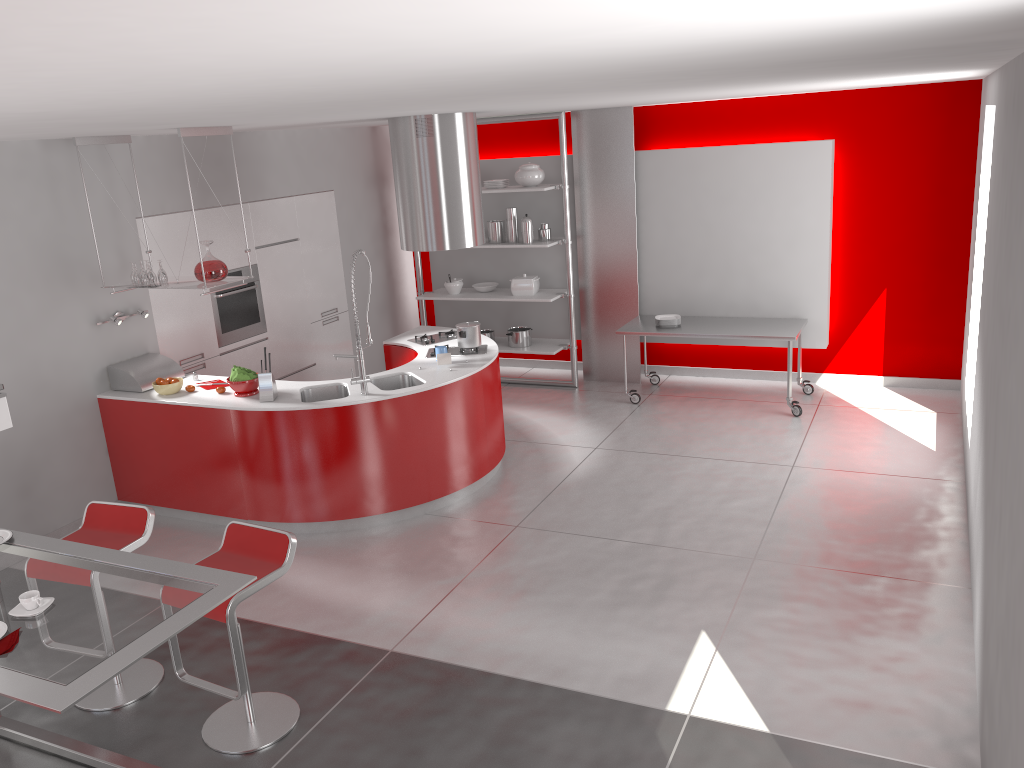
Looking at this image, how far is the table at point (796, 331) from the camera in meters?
7.4 m

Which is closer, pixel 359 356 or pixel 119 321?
pixel 359 356

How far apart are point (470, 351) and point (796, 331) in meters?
2.8

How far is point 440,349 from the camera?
6.3 meters

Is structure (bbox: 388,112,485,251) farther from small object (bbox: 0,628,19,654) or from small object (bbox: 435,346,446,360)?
small object (bbox: 0,628,19,654)

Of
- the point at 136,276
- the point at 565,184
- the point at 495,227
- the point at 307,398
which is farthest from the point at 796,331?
the point at 136,276

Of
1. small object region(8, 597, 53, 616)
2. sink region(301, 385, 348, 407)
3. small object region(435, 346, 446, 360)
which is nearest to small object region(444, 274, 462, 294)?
small object region(435, 346, 446, 360)

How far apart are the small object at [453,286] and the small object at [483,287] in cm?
18

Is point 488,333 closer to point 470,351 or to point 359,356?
point 470,351

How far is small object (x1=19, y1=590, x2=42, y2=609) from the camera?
2.9m
